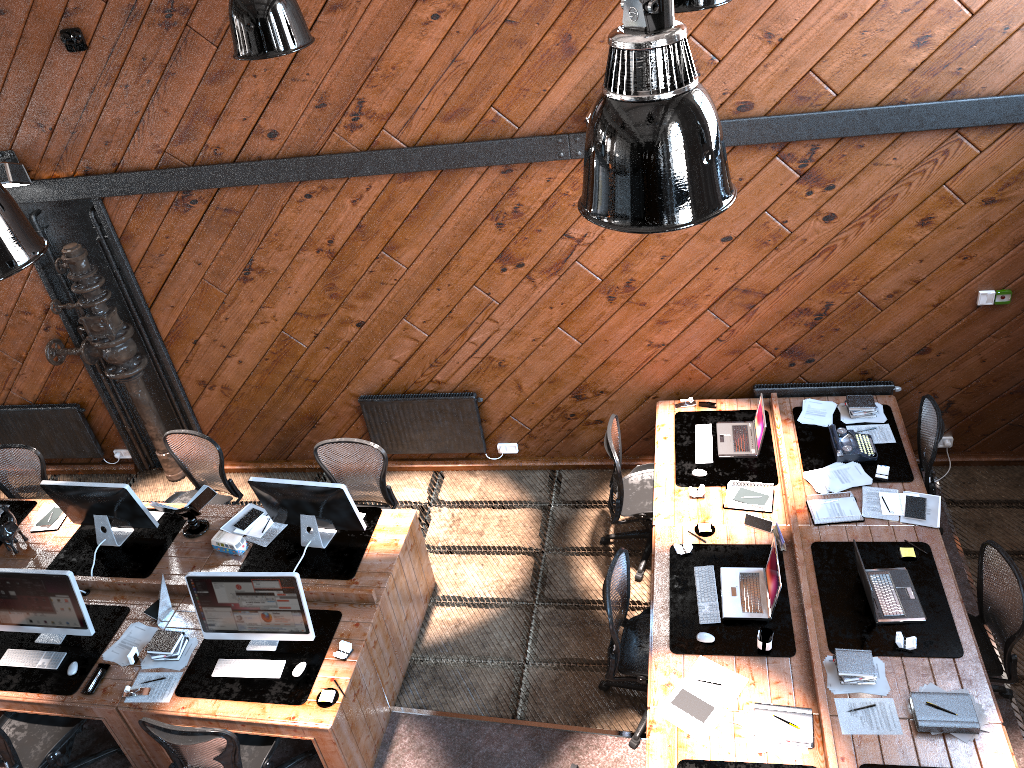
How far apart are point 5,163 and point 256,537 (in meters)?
3.30

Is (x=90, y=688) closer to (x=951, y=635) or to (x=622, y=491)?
(x=622, y=491)

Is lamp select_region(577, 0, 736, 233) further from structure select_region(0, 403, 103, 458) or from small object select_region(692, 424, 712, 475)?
structure select_region(0, 403, 103, 458)

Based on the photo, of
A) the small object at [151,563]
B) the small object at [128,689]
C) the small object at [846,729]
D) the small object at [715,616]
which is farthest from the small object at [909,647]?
Answer: the small object at [151,563]

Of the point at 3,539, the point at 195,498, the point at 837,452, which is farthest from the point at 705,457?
the point at 3,539

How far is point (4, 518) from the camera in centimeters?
686cm

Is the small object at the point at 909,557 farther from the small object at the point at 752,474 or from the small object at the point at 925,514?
the small object at the point at 752,474

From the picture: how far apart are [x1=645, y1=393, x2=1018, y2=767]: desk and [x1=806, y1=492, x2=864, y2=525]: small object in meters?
0.0

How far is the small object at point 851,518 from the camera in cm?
560

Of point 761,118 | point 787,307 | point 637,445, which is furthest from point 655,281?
point 637,445
